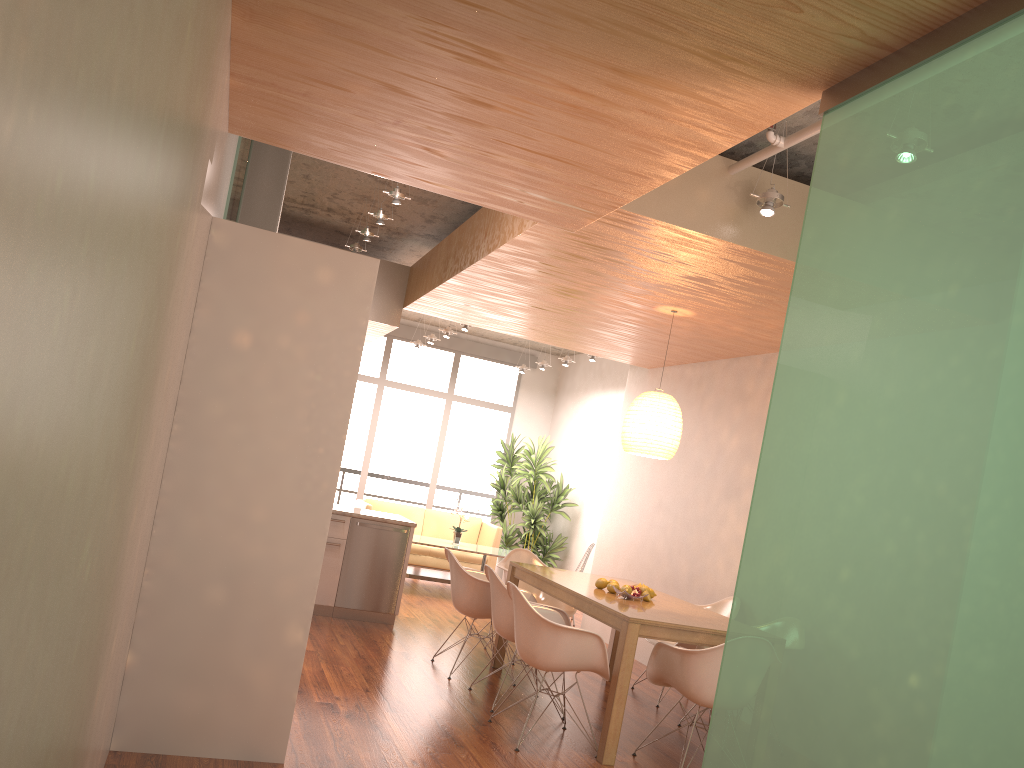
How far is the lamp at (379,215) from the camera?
6.0 meters

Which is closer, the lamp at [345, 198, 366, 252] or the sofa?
the lamp at [345, 198, 366, 252]

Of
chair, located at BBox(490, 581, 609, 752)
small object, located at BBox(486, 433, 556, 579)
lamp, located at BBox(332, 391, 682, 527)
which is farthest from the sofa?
chair, located at BBox(490, 581, 609, 752)

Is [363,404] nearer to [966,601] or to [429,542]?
[429,542]

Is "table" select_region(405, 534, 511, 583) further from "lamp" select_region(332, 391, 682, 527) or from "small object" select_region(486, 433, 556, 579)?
"lamp" select_region(332, 391, 682, 527)

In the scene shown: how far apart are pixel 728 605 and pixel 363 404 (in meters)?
7.09

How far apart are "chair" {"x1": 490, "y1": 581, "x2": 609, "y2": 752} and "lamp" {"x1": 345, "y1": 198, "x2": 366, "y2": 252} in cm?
329

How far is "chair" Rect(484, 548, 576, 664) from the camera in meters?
7.2

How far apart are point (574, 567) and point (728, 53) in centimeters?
964cm

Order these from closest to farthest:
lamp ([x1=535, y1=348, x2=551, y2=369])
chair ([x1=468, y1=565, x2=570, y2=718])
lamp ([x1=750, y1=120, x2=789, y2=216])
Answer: lamp ([x1=750, y1=120, x2=789, y2=216]), chair ([x1=468, y1=565, x2=570, y2=718]), lamp ([x1=535, y1=348, x2=551, y2=369])
